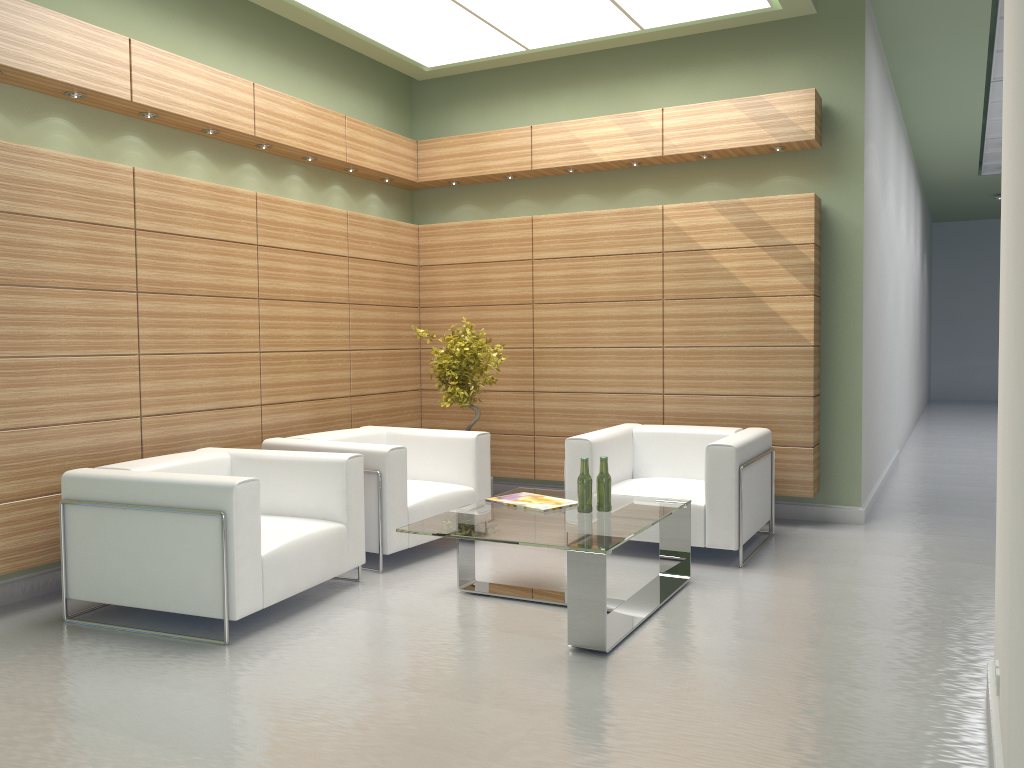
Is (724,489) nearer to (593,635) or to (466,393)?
(593,635)

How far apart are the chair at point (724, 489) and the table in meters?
0.6 m

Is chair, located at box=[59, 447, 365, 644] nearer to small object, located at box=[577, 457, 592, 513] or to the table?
the table

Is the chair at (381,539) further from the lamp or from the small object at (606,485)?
the lamp

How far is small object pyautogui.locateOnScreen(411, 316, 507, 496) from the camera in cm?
1079

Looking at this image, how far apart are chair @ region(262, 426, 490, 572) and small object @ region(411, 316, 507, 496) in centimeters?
69cm

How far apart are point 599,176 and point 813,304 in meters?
3.5

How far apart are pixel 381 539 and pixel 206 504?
2.3 meters

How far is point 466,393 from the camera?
10.8m

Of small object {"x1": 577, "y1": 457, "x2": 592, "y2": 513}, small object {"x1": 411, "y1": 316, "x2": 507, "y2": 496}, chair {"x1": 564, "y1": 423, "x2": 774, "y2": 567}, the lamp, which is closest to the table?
small object {"x1": 577, "y1": 457, "x2": 592, "y2": 513}
